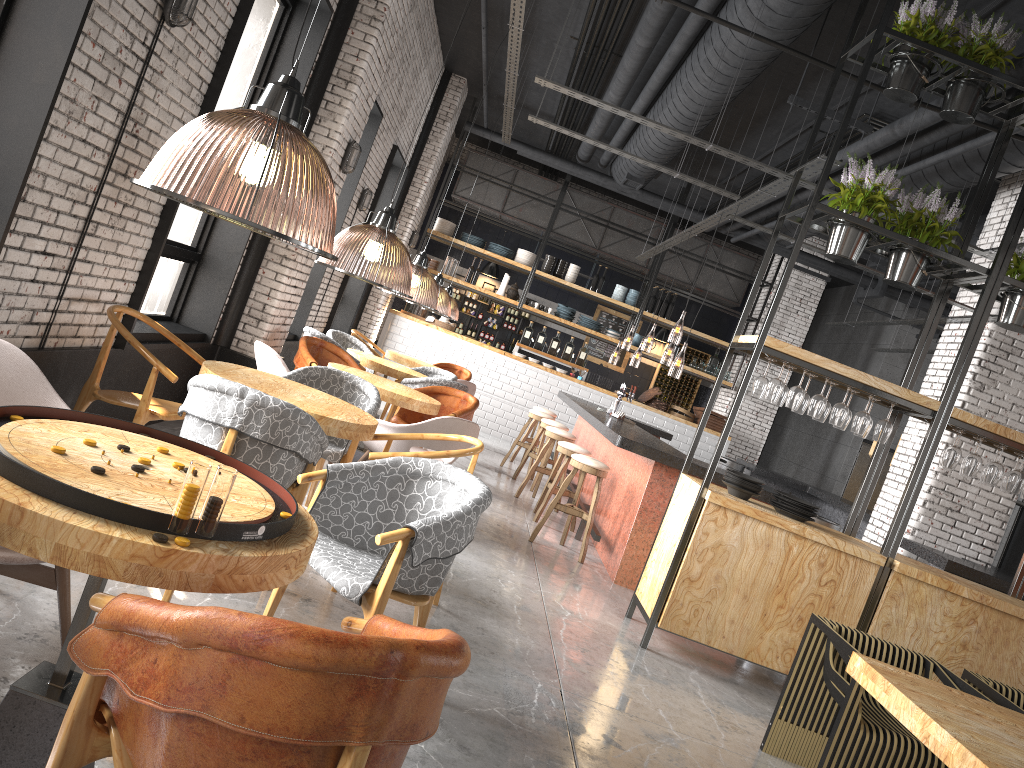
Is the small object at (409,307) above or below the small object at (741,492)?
above

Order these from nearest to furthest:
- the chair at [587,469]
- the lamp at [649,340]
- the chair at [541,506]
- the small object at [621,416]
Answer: the chair at [587,469]
the chair at [541,506]
the small object at [621,416]
the lamp at [649,340]

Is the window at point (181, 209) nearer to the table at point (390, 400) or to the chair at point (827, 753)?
the table at point (390, 400)

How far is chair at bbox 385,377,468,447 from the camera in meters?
8.6 m

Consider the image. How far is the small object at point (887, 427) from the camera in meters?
5.5 m

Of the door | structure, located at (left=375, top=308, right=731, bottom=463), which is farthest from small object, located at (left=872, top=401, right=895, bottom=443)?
the door

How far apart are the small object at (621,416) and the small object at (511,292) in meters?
4.9

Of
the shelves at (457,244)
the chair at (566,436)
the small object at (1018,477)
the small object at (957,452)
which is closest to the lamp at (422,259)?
the shelves at (457,244)

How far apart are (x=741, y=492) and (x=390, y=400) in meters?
2.6 m

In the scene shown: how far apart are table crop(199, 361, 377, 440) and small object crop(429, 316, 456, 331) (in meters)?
9.19
